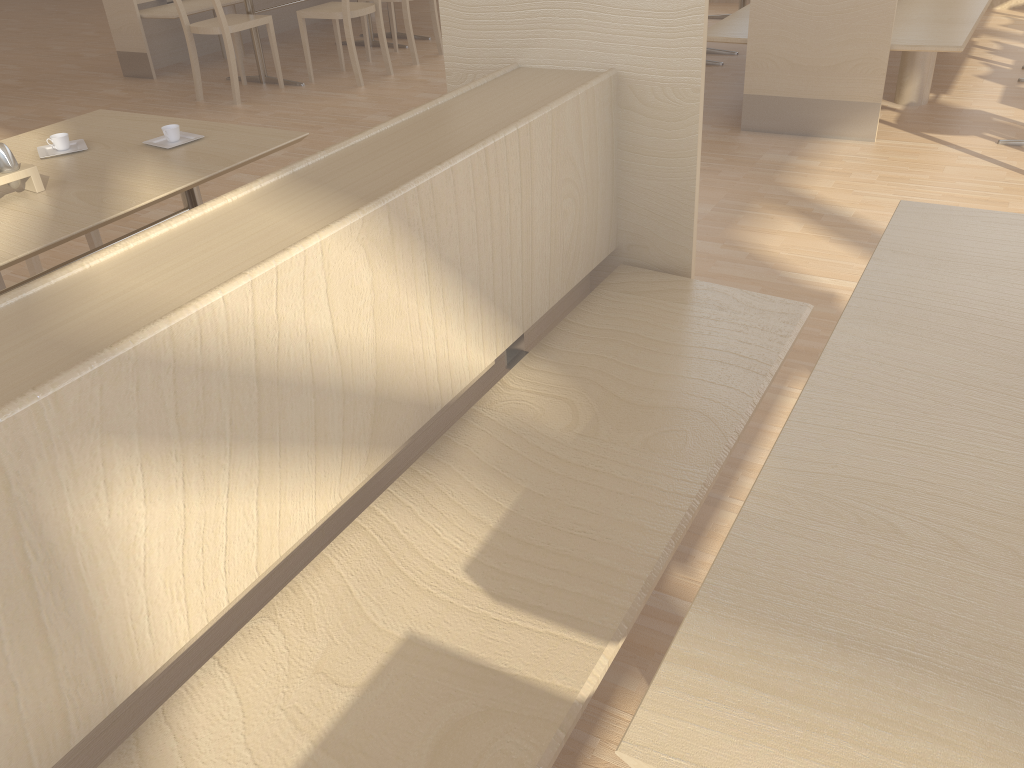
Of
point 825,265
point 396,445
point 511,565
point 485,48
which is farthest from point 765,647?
point 825,265

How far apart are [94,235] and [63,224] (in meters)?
→ 0.82

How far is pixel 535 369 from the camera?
1.6m

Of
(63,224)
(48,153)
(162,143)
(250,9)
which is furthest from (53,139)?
(250,9)

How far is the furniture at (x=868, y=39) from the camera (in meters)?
3.71

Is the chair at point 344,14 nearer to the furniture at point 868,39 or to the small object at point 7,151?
the furniture at point 868,39

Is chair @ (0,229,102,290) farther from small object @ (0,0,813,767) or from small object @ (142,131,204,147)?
small object @ (0,0,813,767)

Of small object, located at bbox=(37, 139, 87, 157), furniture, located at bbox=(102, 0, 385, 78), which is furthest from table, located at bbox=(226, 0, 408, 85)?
small object, located at bbox=(37, 139, 87, 157)

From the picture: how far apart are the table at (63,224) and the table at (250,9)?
3.2m

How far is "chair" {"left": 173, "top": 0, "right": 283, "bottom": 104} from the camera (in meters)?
5.00
